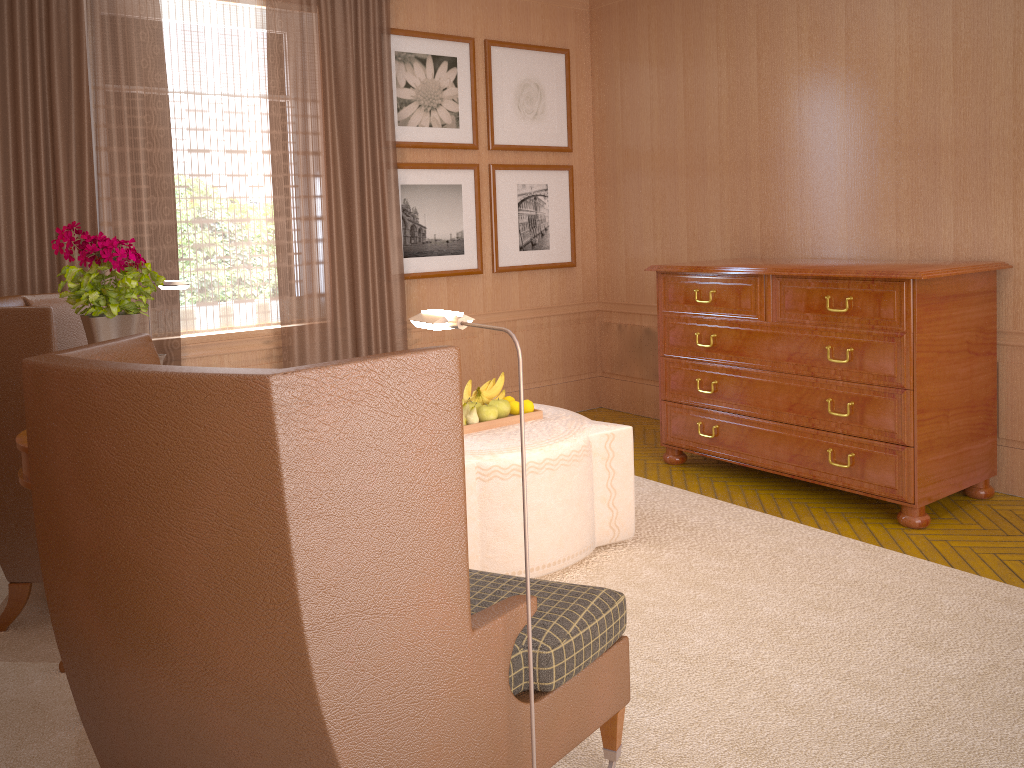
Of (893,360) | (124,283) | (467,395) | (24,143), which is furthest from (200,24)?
(893,360)

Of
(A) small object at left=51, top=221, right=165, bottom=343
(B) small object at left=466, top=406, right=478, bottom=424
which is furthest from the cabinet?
(A) small object at left=51, top=221, right=165, bottom=343

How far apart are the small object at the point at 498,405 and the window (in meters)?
3.07

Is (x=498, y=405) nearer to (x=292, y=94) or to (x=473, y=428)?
Result: (x=473, y=428)

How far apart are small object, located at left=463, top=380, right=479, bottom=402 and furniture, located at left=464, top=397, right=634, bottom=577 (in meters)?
0.58

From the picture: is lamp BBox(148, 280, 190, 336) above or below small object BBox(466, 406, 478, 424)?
above

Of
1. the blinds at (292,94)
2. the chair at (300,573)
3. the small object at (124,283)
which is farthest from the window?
the chair at (300,573)

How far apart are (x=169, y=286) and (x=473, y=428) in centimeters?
248cm

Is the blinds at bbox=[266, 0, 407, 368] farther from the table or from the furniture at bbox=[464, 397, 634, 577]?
A: the table

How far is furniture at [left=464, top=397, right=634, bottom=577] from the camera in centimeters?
576cm
